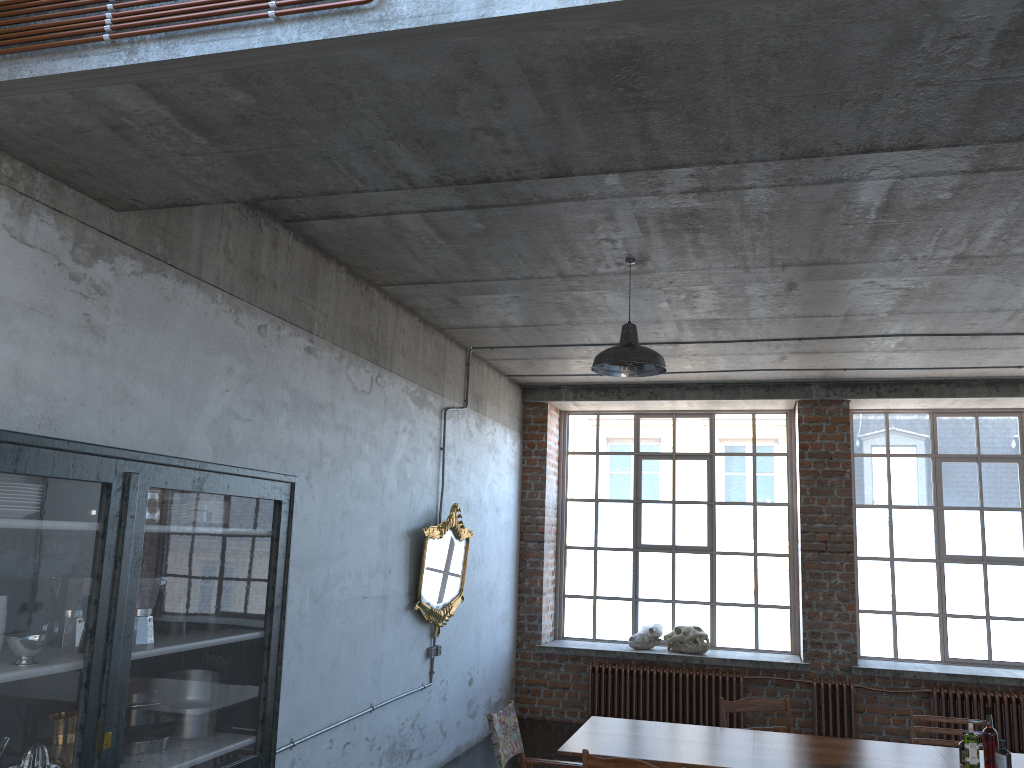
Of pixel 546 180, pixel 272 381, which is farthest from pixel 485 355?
pixel 546 180

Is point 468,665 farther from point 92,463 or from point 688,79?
point 688,79

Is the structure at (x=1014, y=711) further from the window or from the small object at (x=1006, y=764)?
the small object at (x=1006, y=764)

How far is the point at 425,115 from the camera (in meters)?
3.00

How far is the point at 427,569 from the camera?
7.49m

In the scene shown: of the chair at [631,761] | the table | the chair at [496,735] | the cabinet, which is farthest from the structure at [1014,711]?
the cabinet

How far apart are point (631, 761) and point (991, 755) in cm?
203

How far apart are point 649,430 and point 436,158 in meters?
8.3 m

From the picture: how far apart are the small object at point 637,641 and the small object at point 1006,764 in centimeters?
572cm

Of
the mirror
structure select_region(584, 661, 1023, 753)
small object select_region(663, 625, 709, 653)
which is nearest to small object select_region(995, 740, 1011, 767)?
the mirror
